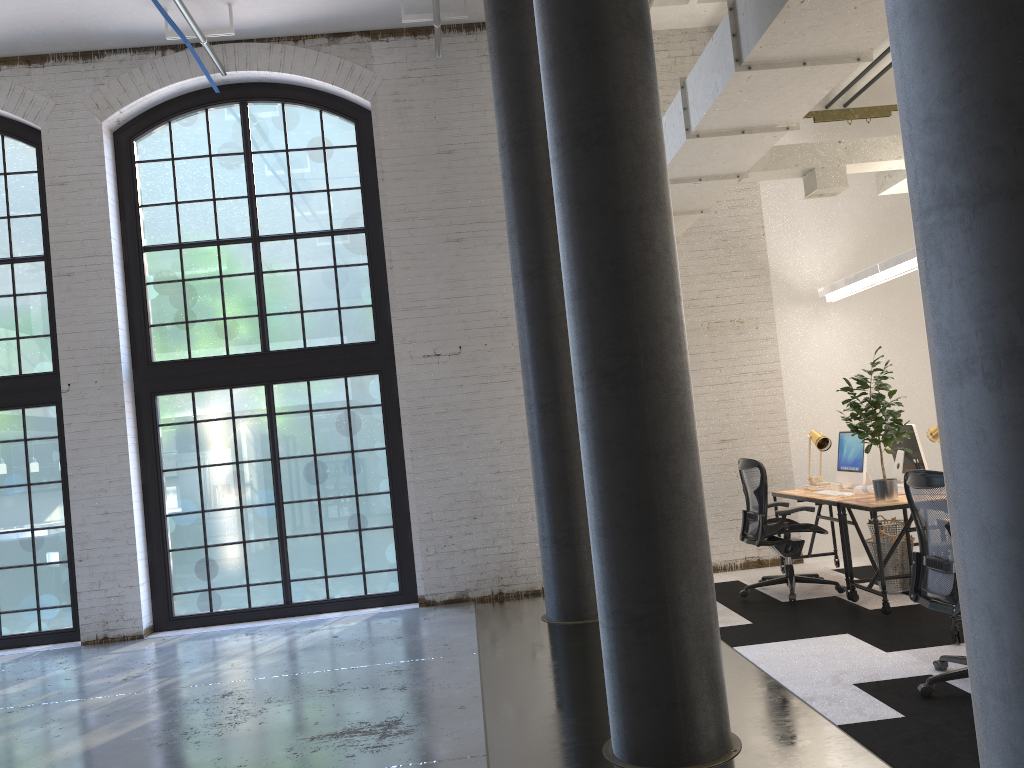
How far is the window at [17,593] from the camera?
8.2m

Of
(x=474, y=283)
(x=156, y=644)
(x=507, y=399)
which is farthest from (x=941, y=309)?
(x=156, y=644)

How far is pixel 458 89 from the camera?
8.44m

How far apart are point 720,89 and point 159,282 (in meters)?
6.04

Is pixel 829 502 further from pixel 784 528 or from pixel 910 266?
pixel 910 266

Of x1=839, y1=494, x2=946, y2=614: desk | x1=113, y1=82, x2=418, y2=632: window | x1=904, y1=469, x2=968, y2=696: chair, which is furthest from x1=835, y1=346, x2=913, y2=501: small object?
x1=113, y1=82, x2=418, y2=632: window

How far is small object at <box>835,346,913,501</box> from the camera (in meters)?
6.01

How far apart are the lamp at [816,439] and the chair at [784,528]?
0.6 meters

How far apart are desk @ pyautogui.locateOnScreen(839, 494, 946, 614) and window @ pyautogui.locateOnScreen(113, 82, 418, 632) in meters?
4.0 m

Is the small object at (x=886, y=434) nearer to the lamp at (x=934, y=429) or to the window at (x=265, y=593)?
the lamp at (x=934, y=429)
